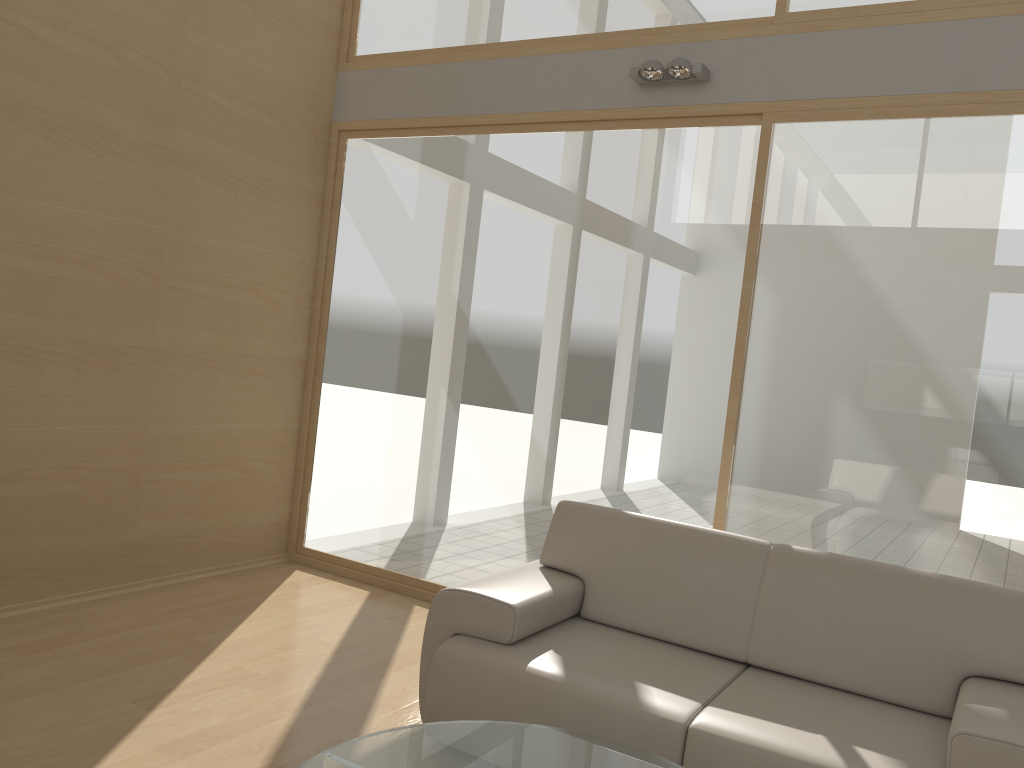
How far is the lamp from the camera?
4.1 meters

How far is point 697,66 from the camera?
4.1m

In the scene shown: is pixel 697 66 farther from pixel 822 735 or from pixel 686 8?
pixel 822 735

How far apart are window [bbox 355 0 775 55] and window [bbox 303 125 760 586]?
0.53m

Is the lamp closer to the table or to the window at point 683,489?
the window at point 683,489

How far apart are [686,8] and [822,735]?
3.3 meters

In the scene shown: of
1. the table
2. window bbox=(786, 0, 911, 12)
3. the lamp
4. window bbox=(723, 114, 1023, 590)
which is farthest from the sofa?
window bbox=(786, 0, 911, 12)

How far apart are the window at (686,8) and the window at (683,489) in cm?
53

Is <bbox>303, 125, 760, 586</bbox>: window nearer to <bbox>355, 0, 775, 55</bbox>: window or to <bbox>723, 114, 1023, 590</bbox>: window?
<bbox>723, 114, 1023, 590</bbox>: window

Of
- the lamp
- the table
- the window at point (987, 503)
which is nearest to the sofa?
the table
